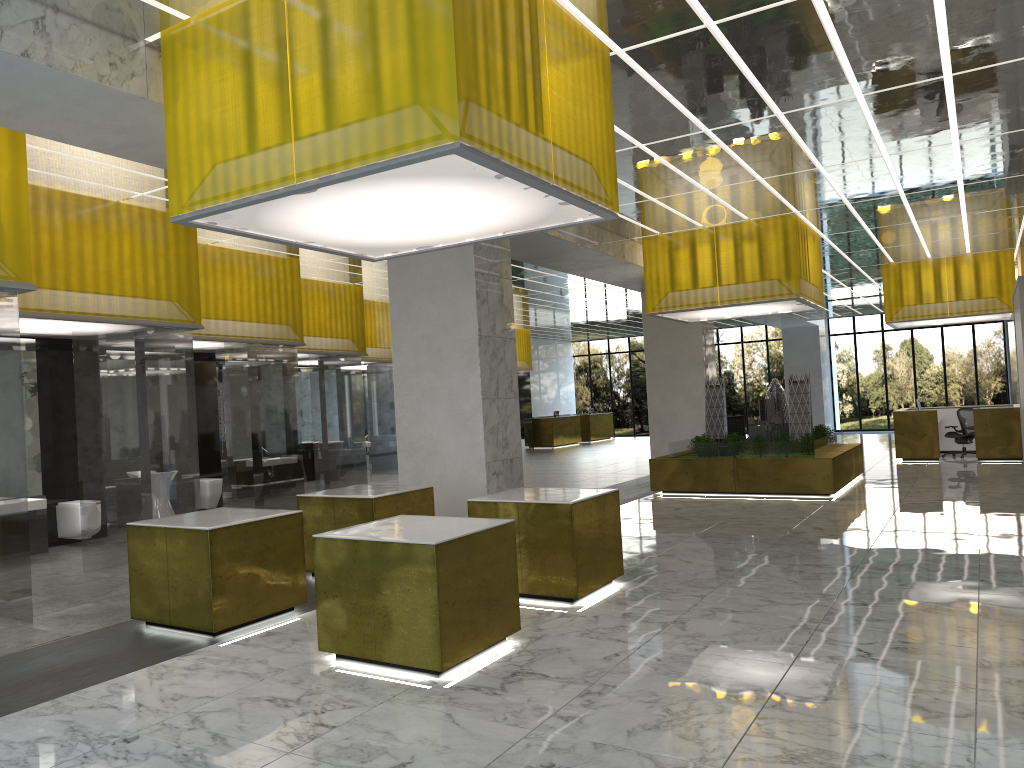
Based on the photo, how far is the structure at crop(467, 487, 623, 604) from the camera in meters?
9.8

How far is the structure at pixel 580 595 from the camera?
9.8m

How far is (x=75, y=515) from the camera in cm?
1461

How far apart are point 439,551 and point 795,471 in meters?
14.3 m

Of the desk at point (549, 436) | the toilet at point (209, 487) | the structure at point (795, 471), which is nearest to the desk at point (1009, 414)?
the structure at point (795, 471)

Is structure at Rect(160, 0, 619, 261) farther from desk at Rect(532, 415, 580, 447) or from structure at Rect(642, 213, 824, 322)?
desk at Rect(532, 415, 580, 447)

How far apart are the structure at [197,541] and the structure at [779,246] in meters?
12.9 m

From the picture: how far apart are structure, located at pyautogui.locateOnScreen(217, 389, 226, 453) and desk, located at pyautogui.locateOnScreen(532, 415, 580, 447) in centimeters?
2330cm

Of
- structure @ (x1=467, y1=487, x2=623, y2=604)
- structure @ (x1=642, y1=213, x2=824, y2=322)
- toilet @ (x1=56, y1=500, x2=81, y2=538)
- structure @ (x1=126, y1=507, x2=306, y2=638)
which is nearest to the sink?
toilet @ (x1=56, y1=500, x2=81, y2=538)

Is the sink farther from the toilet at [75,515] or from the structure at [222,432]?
the structure at [222,432]
